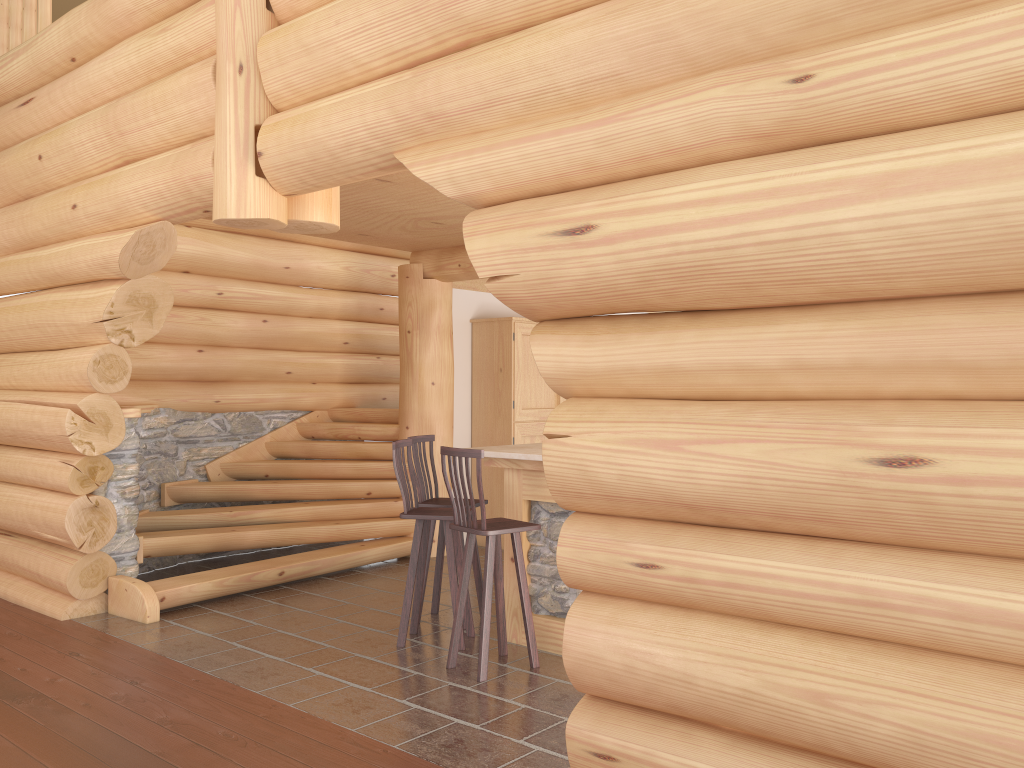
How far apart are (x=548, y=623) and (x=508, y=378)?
3.88m

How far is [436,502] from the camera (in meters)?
6.30

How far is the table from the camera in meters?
5.6

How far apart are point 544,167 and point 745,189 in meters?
1.0 m

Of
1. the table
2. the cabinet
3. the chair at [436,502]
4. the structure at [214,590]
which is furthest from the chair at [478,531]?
the cabinet

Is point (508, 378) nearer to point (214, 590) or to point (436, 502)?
point (436, 502)

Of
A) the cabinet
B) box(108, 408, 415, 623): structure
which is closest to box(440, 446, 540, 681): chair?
box(108, 408, 415, 623): structure

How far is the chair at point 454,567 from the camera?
5.7m

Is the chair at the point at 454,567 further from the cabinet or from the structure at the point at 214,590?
the cabinet

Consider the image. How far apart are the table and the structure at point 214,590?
2.36m
